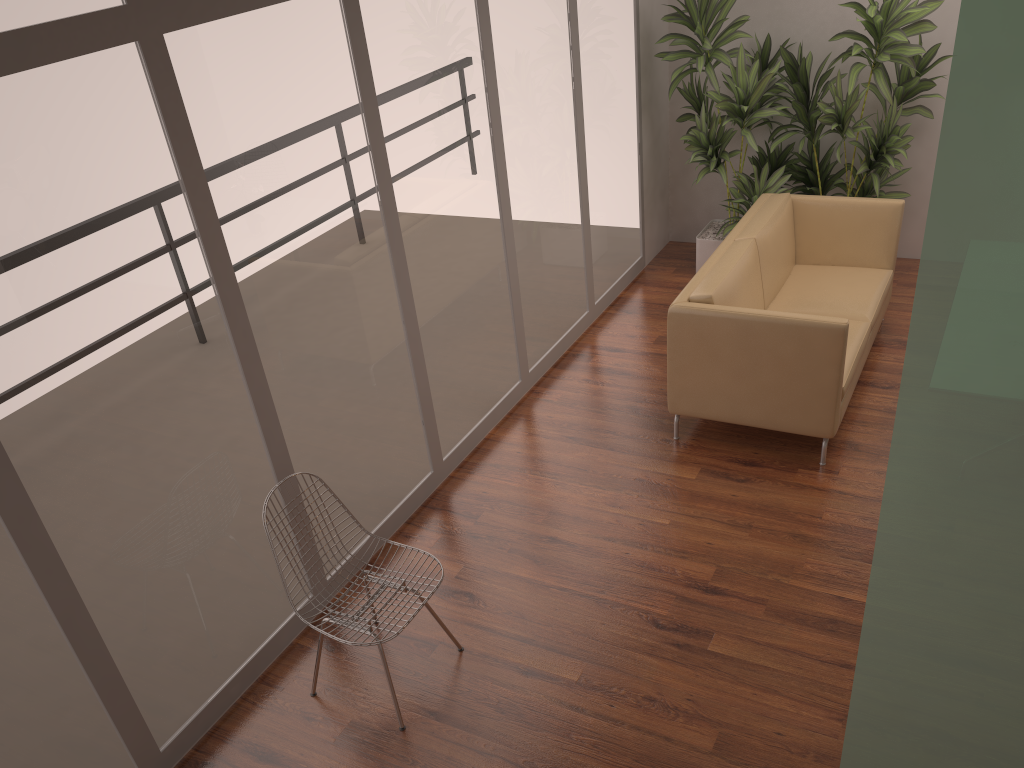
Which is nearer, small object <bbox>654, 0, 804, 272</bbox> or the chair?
the chair

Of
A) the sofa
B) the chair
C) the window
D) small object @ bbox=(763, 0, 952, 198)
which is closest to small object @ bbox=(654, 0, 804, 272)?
small object @ bbox=(763, 0, 952, 198)

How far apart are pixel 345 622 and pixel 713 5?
4.62m

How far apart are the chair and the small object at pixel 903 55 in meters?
4.0 m

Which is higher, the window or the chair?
the window

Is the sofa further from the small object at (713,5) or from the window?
the window

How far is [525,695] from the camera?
3.4m

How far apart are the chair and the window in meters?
0.3

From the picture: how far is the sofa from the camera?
4.3m

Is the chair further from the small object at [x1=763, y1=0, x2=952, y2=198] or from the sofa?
the small object at [x1=763, y1=0, x2=952, y2=198]
